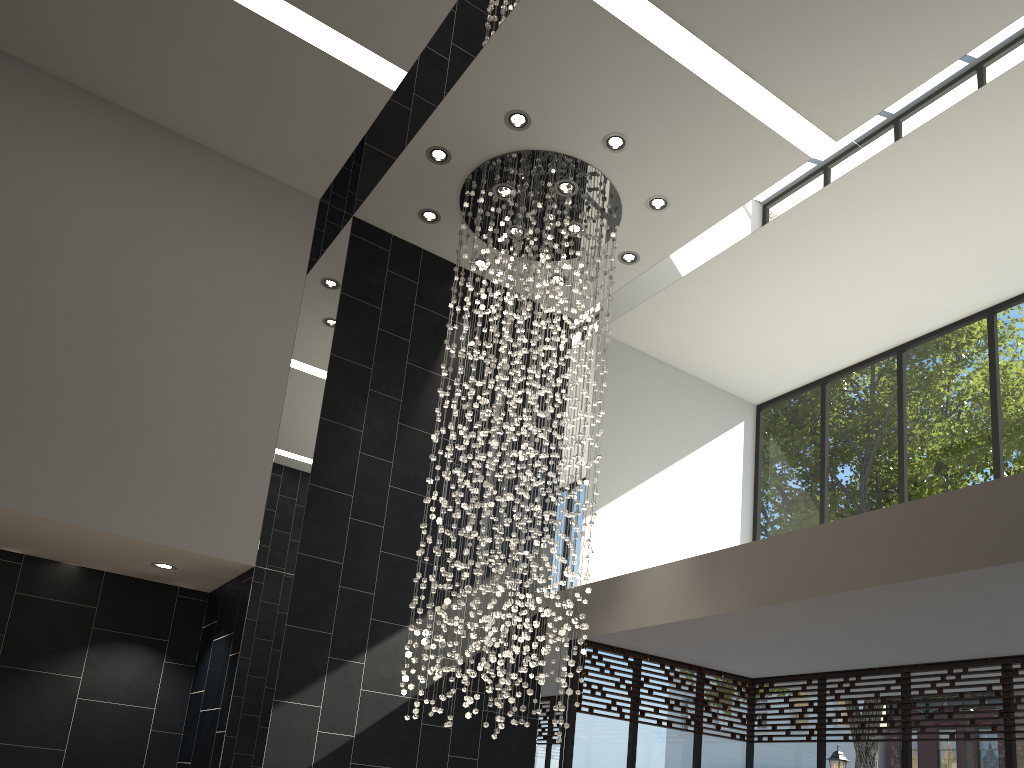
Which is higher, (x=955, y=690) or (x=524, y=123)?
(x=524, y=123)

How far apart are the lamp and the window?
1.2m

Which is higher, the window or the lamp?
the lamp

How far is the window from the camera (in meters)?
6.86

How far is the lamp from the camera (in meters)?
6.64

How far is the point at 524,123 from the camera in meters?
6.6 m

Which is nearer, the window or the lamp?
the lamp

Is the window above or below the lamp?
below

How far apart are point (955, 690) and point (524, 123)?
5.5 meters

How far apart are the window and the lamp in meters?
1.2
